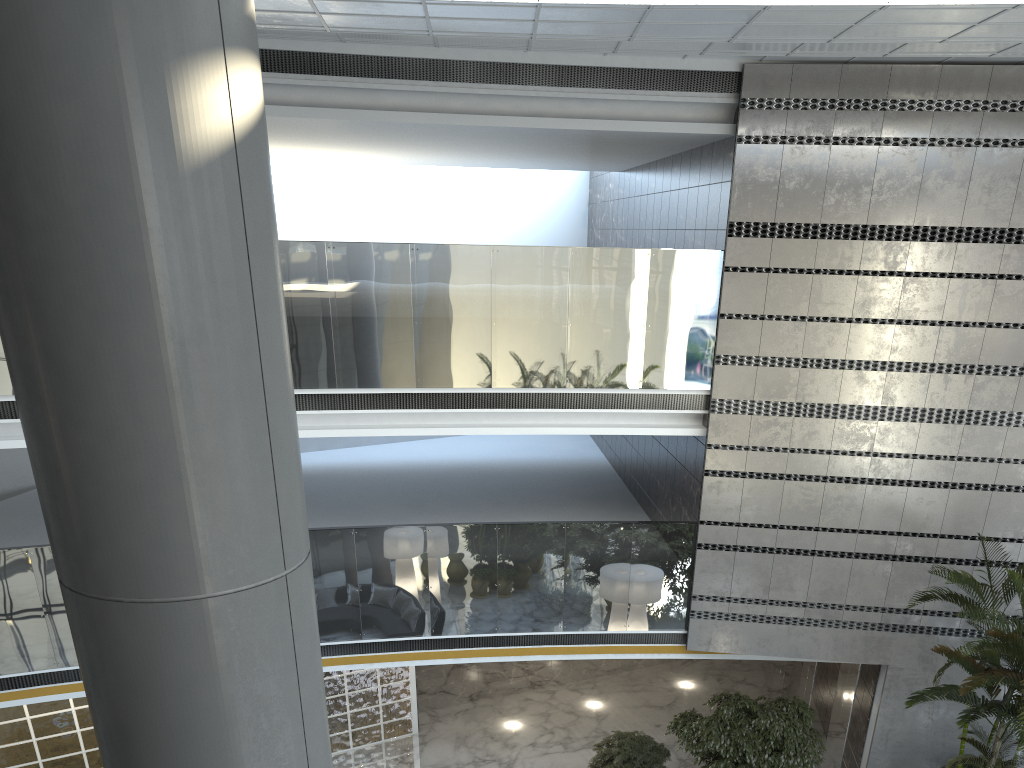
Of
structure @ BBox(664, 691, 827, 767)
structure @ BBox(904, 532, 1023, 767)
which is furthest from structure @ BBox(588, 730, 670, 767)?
structure @ BBox(904, 532, 1023, 767)

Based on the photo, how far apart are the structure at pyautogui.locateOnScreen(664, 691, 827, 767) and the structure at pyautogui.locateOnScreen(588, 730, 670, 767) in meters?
0.3

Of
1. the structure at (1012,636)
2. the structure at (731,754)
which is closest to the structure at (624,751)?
the structure at (731,754)

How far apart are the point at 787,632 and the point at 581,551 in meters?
2.6 m

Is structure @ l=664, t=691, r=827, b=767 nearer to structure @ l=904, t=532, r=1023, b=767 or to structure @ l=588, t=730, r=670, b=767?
structure @ l=588, t=730, r=670, b=767

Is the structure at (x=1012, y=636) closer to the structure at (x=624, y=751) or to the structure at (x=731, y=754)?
the structure at (x=731, y=754)

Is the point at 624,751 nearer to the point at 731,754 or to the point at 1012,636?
the point at 731,754

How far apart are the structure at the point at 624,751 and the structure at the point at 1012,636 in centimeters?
320cm

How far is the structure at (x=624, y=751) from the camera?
10.0 meters

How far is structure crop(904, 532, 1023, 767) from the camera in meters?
8.0 m
